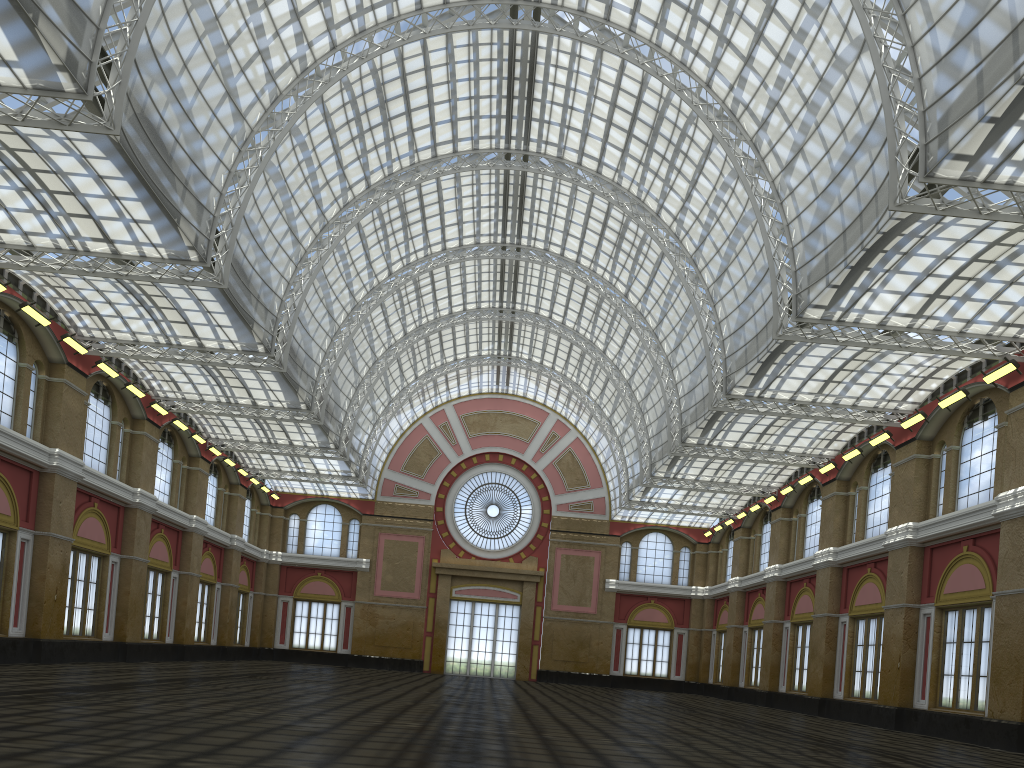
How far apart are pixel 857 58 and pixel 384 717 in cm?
2388

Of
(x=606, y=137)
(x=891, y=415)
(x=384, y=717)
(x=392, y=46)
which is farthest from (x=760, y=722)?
(x=392, y=46)
